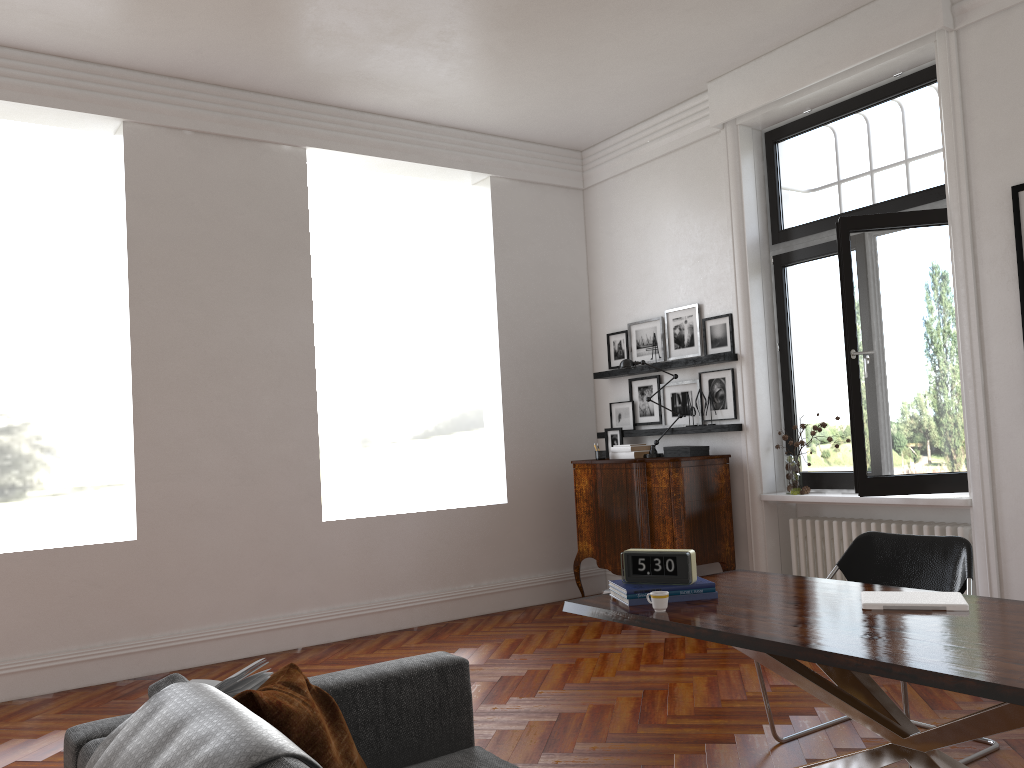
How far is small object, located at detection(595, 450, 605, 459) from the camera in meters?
7.1 m

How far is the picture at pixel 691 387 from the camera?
7.0 meters

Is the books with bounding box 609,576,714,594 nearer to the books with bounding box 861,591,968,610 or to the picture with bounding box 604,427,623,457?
the books with bounding box 861,591,968,610

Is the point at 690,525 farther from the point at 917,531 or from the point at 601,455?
the point at 917,531

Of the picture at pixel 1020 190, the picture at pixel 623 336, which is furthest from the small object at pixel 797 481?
the picture at pixel 1020 190

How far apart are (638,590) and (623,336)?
4.6 meters

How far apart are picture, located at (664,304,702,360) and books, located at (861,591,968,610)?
3.9 meters

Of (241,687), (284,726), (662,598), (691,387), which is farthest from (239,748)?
(691,387)

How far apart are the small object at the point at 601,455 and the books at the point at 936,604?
4.0m

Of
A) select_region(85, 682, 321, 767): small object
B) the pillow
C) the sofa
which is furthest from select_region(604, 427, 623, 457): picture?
select_region(85, 682, 321, 767): small object
